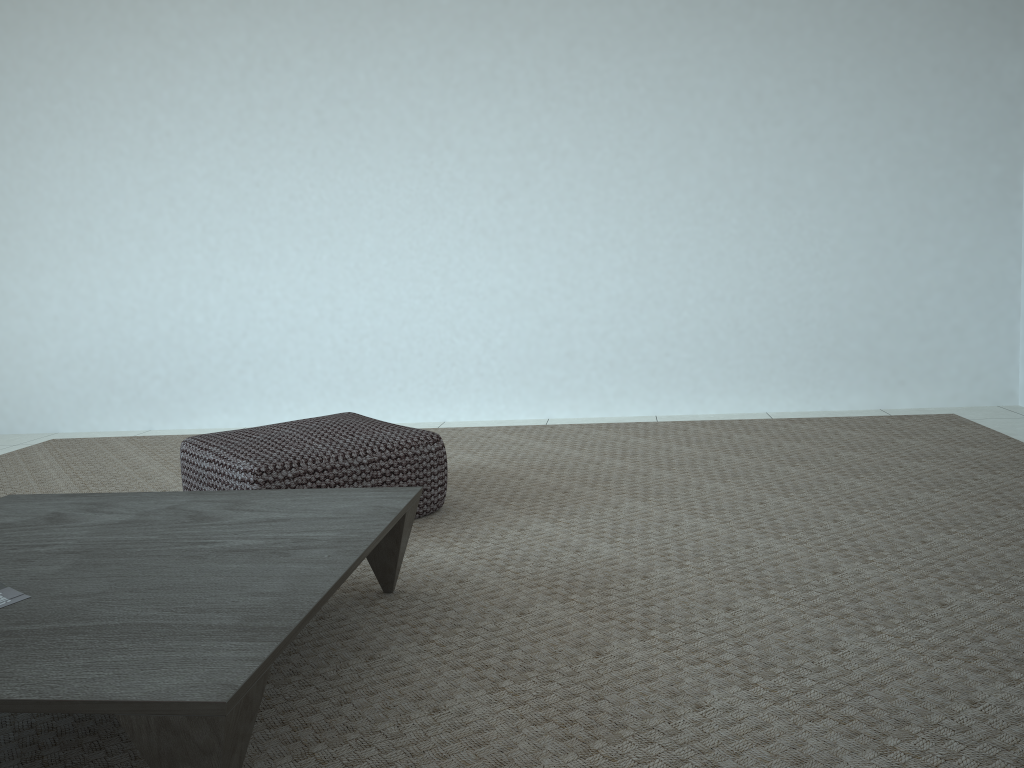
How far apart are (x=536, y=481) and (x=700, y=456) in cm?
66

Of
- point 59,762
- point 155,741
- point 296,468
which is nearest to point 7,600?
point 59,762

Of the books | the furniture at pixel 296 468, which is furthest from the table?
the furniture at pixel 296 468

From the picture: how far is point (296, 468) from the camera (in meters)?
2.31

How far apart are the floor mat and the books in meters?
0.2

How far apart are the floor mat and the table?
0.0m

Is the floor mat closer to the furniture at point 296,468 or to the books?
the furniture at point 296,468

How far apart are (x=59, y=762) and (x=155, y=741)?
0.40m

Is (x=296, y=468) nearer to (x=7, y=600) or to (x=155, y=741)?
(x=7, y=600)

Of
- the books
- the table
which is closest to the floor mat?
the table
